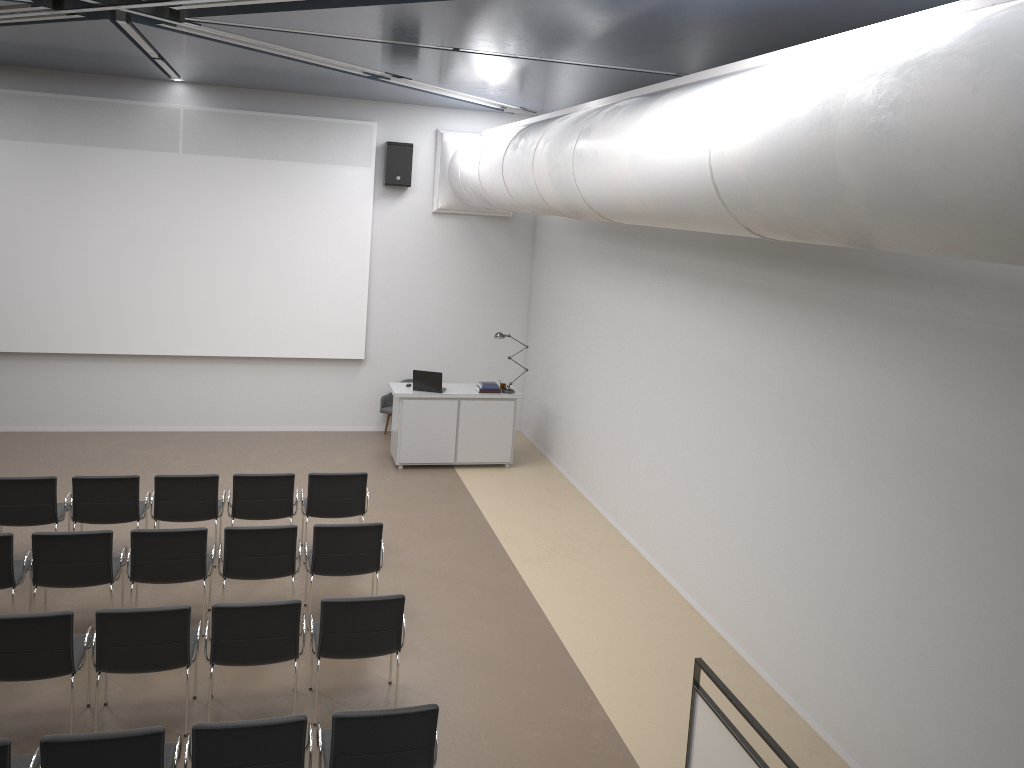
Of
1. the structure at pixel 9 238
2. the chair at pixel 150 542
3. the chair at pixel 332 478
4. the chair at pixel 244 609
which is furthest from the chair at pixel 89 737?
the structure at pixel 9 238

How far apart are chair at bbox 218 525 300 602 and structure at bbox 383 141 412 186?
6.6m

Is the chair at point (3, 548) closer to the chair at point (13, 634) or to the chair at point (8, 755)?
the chair at point (13, 634)

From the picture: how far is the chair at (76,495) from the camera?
7.86m

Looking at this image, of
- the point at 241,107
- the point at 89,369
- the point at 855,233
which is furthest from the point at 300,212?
the point at 855,233

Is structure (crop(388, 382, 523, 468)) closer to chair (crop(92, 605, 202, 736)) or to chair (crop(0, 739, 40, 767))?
chair (crop(92, 605, 202, 736))

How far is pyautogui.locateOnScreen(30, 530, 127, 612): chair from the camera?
6.6m

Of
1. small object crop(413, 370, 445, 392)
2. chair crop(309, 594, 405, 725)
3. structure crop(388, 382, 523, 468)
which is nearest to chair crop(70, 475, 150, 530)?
chair crop(309, 594, 405, 725)

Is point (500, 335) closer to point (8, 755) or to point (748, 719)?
point (748, 719)

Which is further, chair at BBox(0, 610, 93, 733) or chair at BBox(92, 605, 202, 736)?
chair at BBox(92, 605, 202, 736)
